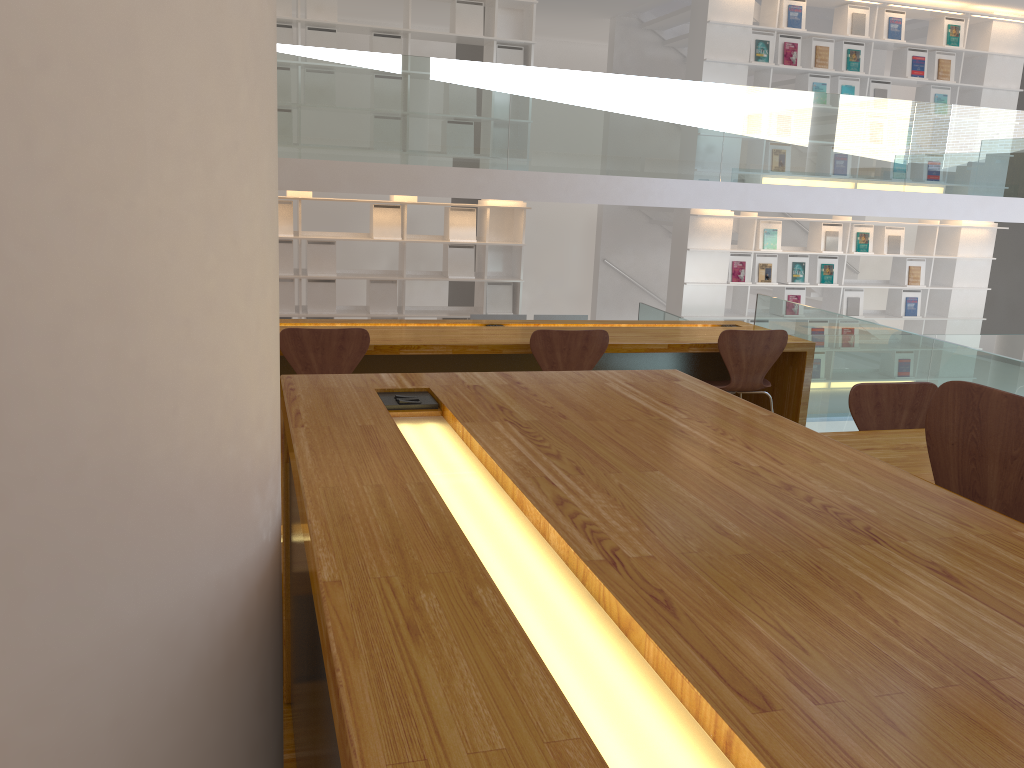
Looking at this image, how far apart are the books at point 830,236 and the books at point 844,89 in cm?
138

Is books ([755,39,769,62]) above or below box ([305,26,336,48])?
above

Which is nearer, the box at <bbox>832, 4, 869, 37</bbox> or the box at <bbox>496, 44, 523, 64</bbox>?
the box at <bbox>496, 44, 523, 64</bbox>

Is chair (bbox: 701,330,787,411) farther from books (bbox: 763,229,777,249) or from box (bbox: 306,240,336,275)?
books (bbox: 763,229,777,249)

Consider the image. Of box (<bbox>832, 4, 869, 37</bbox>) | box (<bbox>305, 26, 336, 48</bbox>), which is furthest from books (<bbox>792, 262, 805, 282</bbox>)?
box (<bbox>305, 26, 336, 48</bbox>)

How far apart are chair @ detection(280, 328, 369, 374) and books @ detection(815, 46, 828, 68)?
6.5m

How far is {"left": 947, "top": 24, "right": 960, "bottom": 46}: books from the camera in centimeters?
883cm

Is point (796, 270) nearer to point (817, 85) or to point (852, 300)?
point (852, 300)

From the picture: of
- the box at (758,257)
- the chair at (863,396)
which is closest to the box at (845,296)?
the box at (758,257)

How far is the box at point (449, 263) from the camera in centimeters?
798cm
